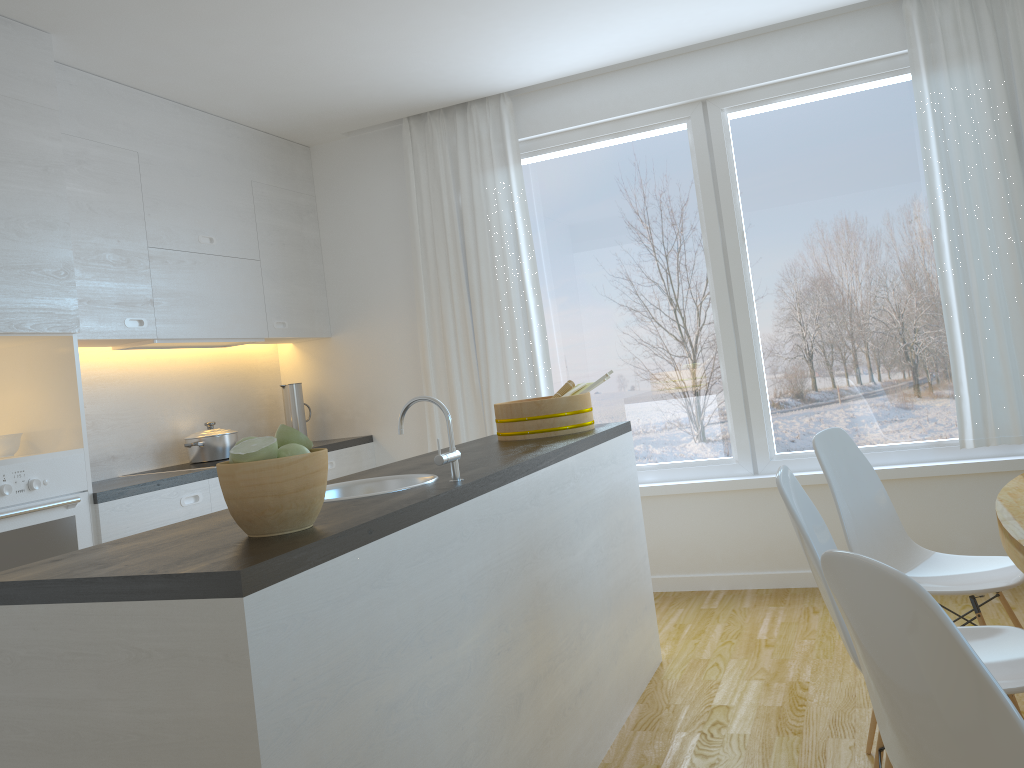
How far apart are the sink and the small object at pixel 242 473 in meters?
0.6

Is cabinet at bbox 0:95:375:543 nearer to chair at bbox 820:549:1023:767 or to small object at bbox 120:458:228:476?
small object at bbox 120:458:228:476

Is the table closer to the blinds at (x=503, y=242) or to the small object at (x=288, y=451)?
the small object at (x=288, y=451)

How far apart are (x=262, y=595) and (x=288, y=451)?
0.35m

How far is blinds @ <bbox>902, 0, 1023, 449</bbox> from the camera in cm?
385

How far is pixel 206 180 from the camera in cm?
436

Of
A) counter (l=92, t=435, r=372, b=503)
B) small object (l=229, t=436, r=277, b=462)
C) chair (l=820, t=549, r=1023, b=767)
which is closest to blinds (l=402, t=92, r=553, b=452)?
counter (l=92, t=435, r=372, b=503)

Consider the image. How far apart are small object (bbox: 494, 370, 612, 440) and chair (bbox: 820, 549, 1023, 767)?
1.99m

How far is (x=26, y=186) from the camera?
3.16m

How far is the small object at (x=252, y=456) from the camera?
1.6 meters
